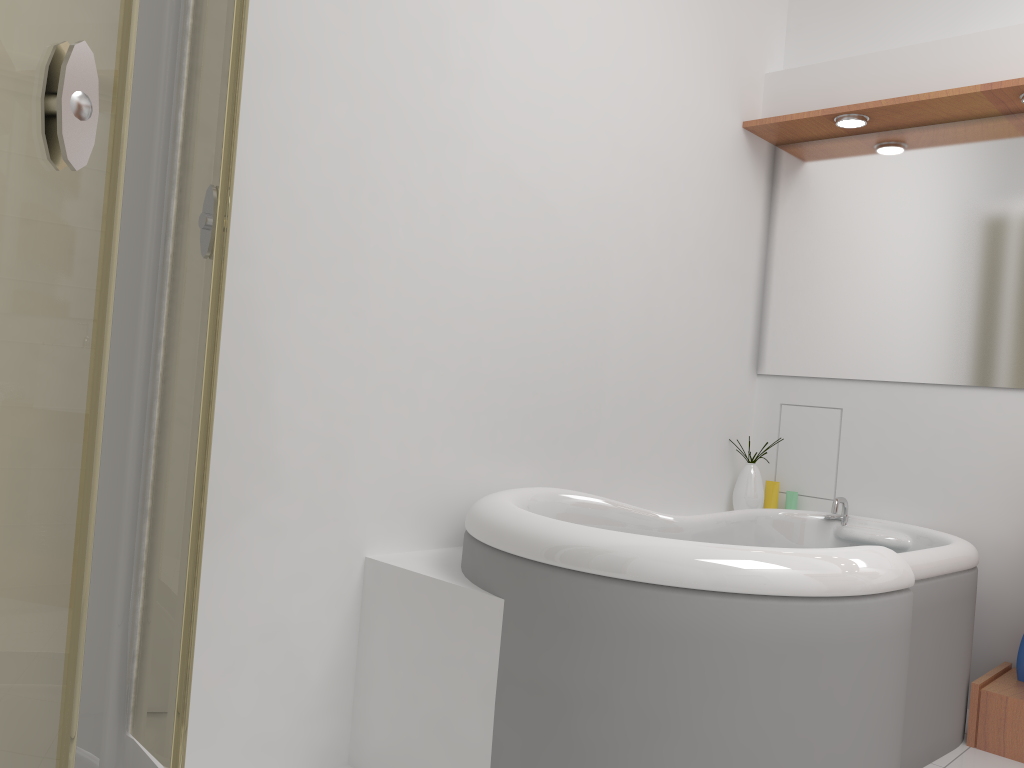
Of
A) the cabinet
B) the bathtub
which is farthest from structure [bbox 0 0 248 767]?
the cabinet

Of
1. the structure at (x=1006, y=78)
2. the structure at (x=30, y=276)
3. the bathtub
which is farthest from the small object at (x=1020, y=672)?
the structure at (x=30, y=276)

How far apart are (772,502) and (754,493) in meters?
0.1 m

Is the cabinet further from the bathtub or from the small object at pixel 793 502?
the small object at pixel 793 502

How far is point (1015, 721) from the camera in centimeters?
245cm

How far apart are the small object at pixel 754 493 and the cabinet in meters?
0.9

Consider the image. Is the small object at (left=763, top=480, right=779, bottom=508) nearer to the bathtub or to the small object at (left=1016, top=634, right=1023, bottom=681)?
the bathtub

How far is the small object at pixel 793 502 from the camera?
3.26m

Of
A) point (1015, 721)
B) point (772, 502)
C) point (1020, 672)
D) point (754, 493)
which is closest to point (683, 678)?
point (1015, 721)

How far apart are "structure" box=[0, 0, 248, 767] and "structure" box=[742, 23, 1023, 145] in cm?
227
